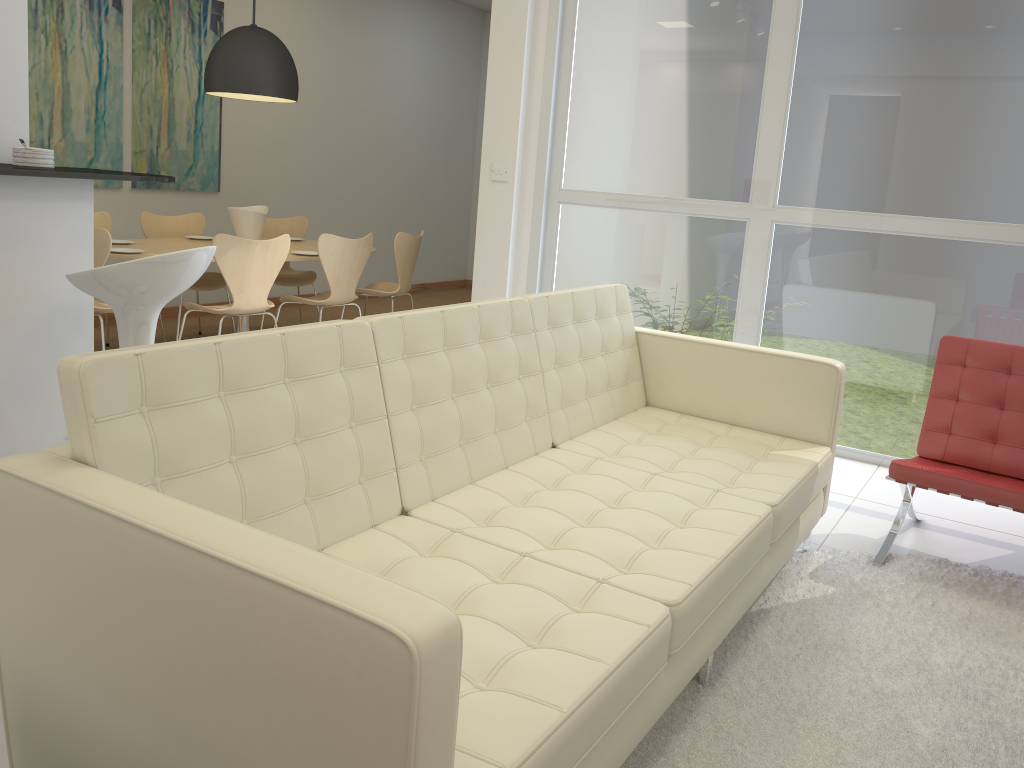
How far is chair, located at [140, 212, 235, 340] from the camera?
6.1 meters

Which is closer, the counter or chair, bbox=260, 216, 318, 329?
the counter

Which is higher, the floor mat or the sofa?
the sofa

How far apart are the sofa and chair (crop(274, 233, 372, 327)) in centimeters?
247cm

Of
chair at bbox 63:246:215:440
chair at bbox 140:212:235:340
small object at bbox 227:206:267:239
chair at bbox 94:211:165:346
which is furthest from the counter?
chair at bbox 140:212:235:340

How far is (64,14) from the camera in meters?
5.9

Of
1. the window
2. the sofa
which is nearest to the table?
the window

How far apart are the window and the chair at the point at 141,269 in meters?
2.8

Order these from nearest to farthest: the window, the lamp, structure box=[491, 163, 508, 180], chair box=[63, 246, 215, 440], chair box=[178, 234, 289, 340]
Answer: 1. chair box=[63, 246, 215, 440]
2. the window
3. chair box=[178, 234, 289, 340]
4. structure box=[491, 163, 508, 180]
5. the lamp

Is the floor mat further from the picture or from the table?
the picture
